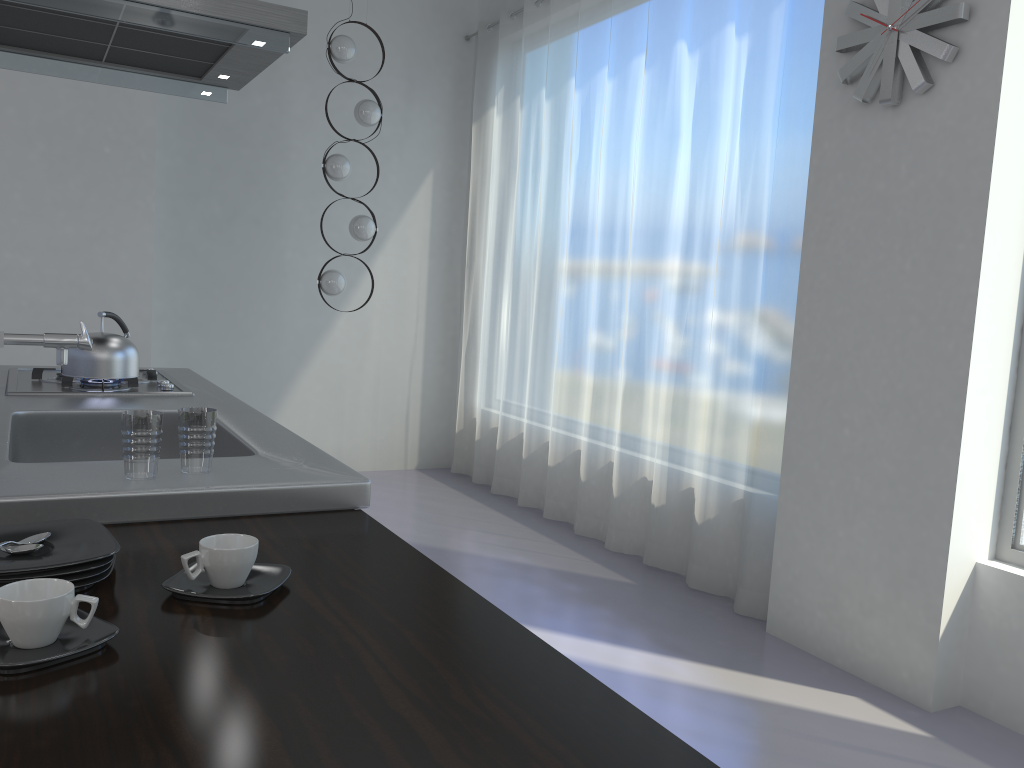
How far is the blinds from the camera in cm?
371

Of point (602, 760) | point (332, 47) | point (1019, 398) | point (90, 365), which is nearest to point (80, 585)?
point (602, 760)

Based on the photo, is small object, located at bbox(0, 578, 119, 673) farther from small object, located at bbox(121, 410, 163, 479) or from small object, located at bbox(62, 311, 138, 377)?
small object, located at bbox(62, 311, 138, 377)

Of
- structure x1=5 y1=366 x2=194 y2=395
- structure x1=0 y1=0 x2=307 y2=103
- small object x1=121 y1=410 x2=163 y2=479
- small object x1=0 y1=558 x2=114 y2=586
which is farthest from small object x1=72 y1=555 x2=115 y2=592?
structure x1=0 y1=0 x2=307 y2=103

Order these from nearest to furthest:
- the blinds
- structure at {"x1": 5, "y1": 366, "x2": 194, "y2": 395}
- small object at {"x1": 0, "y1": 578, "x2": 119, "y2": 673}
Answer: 1. small object at {"x1": 0, "y1": 578, "x2": 119, "y2": 673}
2. structure at {"x1": 5, "y1": 366, "x2": 194, "y2": 395}
3. the blinds

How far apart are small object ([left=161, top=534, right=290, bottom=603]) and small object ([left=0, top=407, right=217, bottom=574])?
0.09m

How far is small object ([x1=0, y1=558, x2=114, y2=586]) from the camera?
1.1m

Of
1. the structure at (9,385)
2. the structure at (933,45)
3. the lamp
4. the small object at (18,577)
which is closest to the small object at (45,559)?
the small object at (18,577)

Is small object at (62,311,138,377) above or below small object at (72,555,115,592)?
above

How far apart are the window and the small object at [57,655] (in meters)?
2.87
